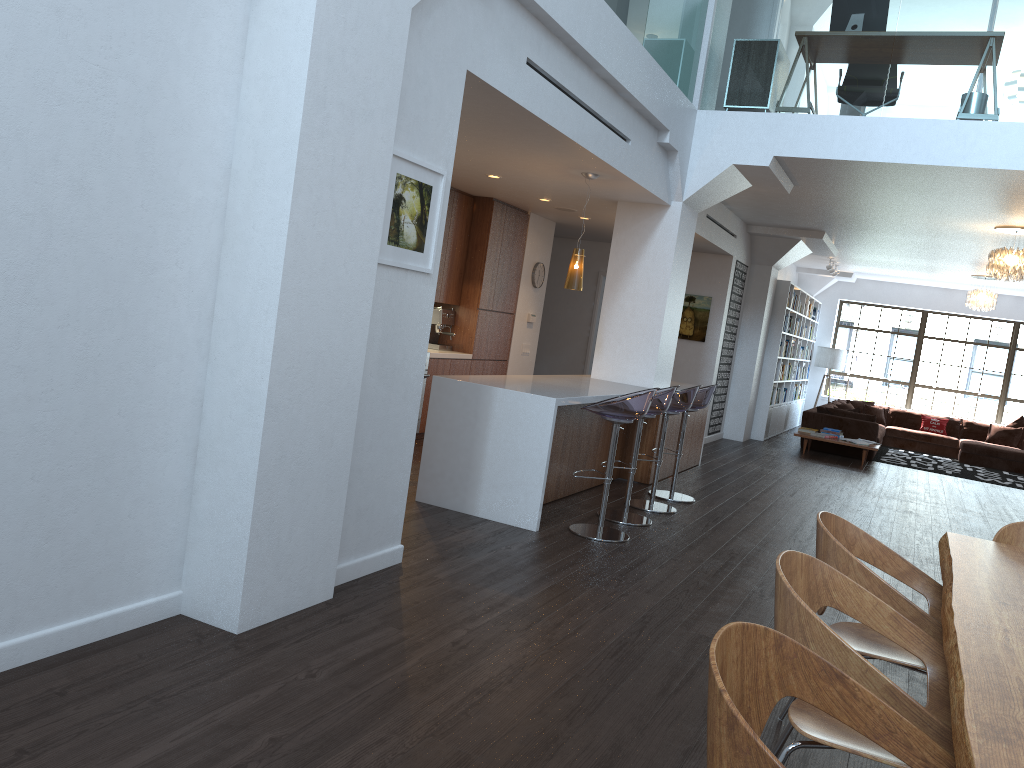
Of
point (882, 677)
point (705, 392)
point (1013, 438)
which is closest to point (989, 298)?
point (1013, 438)

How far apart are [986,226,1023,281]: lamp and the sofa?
3.7 meters

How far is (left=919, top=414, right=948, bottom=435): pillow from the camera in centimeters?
1561cm

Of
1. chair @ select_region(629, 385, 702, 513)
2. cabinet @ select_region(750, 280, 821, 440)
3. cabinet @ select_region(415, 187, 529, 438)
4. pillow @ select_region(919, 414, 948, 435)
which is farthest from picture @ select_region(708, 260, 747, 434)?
pillow @ select_region(919, 414, 948, 435)

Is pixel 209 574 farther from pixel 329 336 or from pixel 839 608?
pixel 839 608

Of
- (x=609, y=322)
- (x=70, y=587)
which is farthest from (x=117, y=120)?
(x=609, y=322)

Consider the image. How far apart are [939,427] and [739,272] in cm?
614

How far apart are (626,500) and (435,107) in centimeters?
330cm

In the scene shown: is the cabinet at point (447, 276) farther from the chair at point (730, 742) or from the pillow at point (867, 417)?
the chair at point (730, 742)

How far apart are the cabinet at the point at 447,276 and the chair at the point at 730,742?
7.0m
